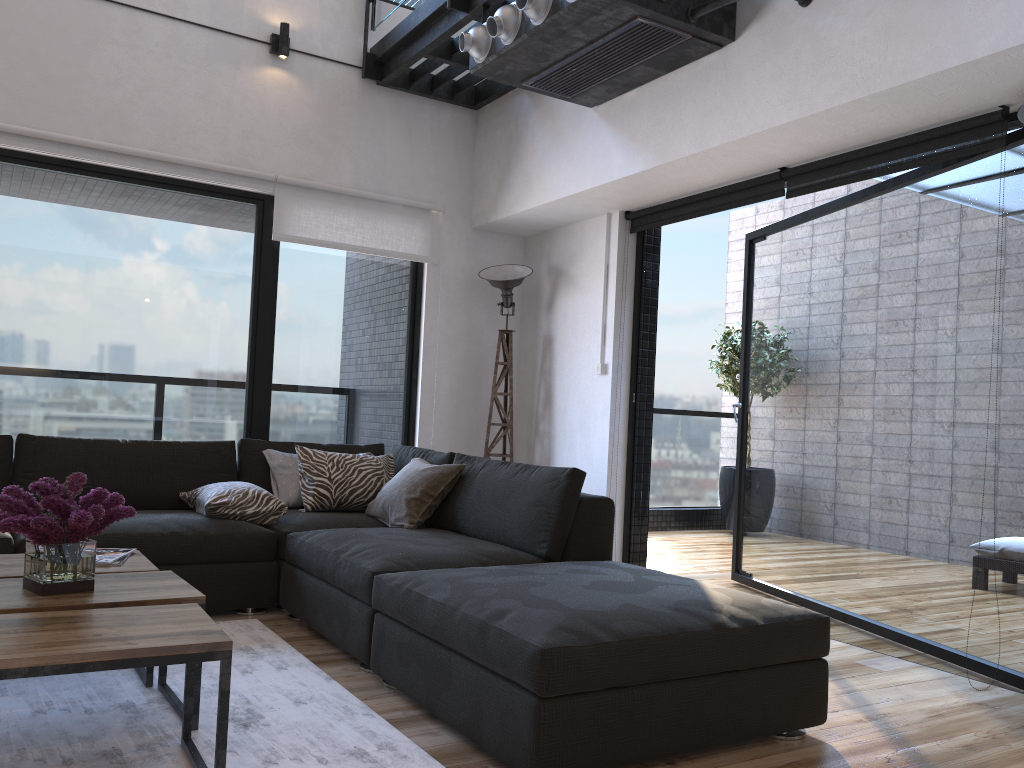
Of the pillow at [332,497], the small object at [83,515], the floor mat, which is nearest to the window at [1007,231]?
the pillow at [332,497]

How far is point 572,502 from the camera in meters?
3.3 m

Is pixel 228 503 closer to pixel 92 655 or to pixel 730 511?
pixel 92 655

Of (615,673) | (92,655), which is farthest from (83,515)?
(615,673)

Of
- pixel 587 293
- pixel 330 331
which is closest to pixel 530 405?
pixel 587 293

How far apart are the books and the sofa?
0.5 meters

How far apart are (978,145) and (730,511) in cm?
478

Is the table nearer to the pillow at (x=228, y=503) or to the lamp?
the pillow at (x=228, y=503)

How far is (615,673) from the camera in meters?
2.1 m

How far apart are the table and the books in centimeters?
2cm
